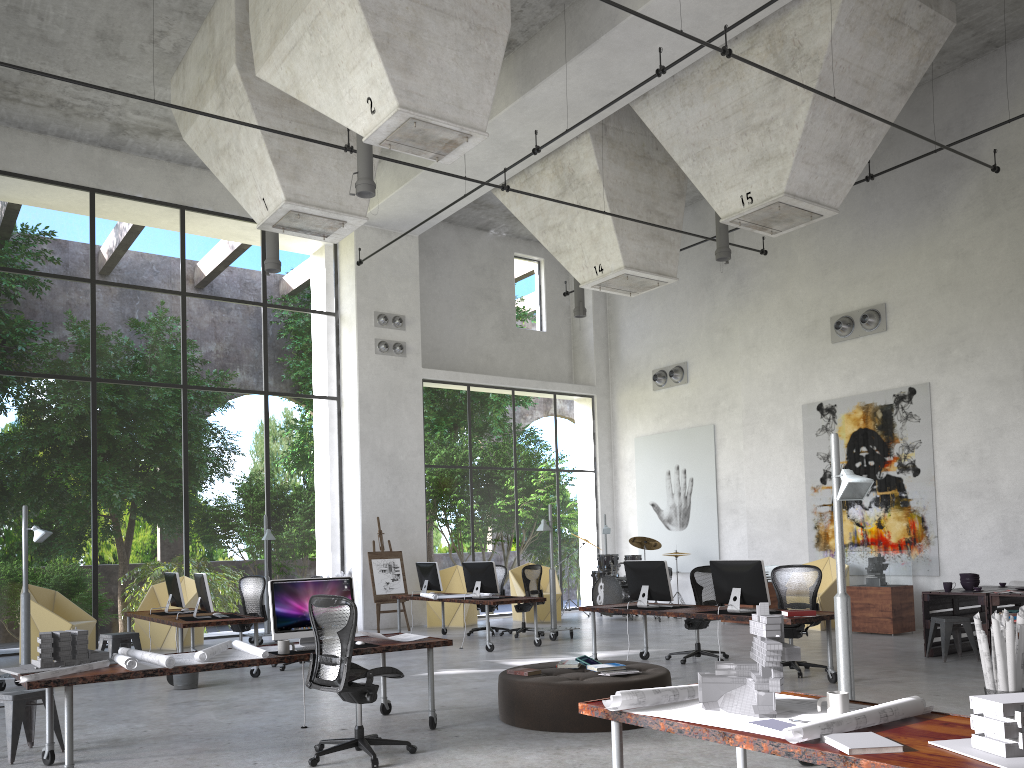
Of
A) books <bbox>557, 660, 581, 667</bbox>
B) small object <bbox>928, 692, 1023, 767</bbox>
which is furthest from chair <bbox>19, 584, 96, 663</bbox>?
small object <bbox>928, 692, 1023, 767</bbox>

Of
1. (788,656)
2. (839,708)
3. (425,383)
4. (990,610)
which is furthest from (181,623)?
(425,383)

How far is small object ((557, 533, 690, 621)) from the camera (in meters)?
16.64

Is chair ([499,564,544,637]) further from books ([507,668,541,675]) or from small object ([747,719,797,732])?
small object ([747,719,797,732])

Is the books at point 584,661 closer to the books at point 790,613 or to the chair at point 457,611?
the books at point 790,613

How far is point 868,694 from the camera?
8.0m

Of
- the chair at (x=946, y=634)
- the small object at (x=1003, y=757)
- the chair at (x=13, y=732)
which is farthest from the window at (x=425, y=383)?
the small object at (x=1003, y=757)

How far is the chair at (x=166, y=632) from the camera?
13.8 meters

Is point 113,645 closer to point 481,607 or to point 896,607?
point 481,607

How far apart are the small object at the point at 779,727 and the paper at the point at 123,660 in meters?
3.9
